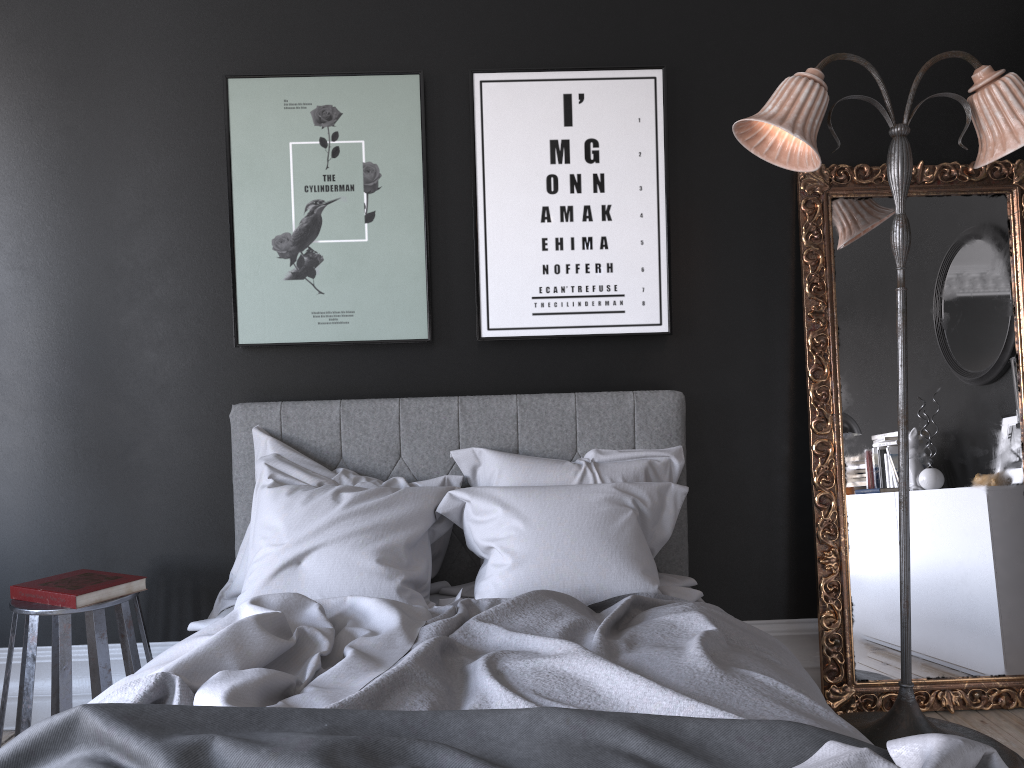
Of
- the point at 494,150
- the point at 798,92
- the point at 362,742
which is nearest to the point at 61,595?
the point at 362,742

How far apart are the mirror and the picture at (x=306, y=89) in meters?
1.5

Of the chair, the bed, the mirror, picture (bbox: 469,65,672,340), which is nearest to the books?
the chair

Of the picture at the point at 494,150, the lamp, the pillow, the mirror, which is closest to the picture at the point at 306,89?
the picture at the point at 494,150

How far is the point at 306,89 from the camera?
3.53m

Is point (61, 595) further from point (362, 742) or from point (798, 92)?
point (798, 92)

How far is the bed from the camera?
1.5 meters

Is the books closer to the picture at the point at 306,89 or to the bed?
the bed

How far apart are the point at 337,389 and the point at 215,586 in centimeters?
95cm

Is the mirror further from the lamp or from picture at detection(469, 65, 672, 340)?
picture at detection(469, 65, 672, 340)
